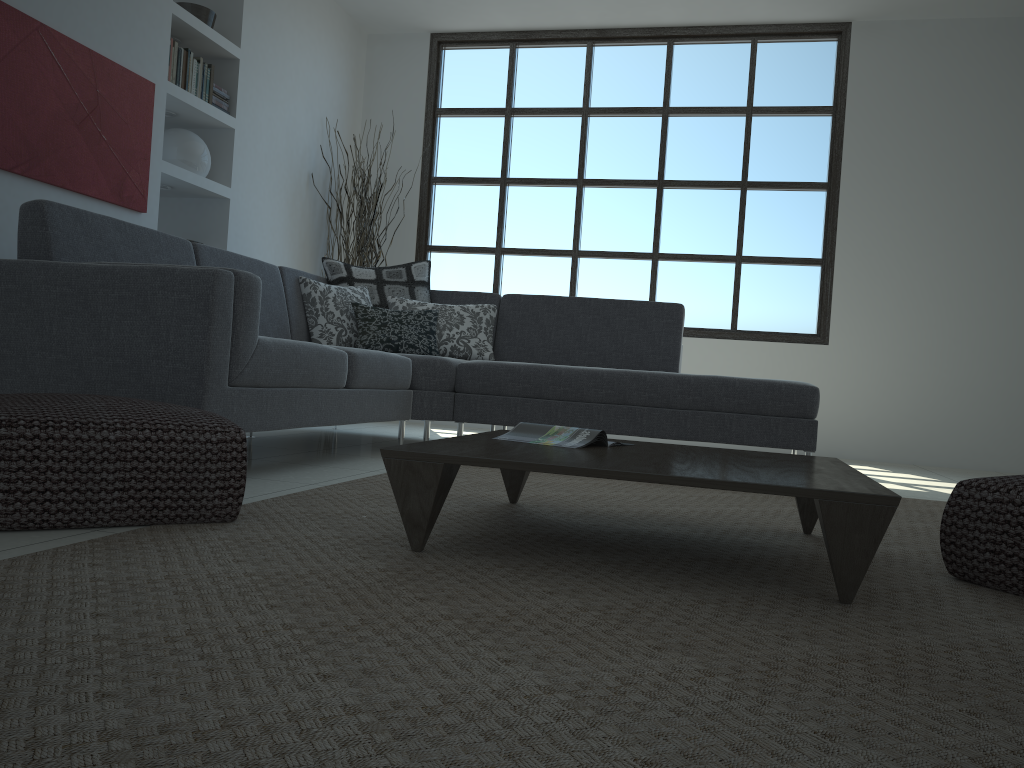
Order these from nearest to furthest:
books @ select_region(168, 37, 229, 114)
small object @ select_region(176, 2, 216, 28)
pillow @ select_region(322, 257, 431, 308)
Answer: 1. books @ select_region(168, 37, 229, 114)
2. pillow @ select_region(322, 257, 431, 308)
3. small object @ select_region(176, 2, 216, 28)

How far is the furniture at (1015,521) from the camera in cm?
188

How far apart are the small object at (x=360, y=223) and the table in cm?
381

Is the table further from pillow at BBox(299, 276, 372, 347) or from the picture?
the picture

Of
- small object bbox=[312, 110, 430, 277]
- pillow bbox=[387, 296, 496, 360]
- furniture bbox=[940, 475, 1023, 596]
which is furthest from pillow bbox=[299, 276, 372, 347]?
furniture bbox=[940, 475, 1023, 596]

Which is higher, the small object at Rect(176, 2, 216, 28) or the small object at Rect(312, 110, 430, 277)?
the small object at Rect(176, 2, 216, 28)

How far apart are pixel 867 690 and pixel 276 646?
0.8m

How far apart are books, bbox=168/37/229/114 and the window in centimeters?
192cm

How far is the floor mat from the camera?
0.9m

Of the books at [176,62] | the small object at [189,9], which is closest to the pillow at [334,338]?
the books at [176,62]
